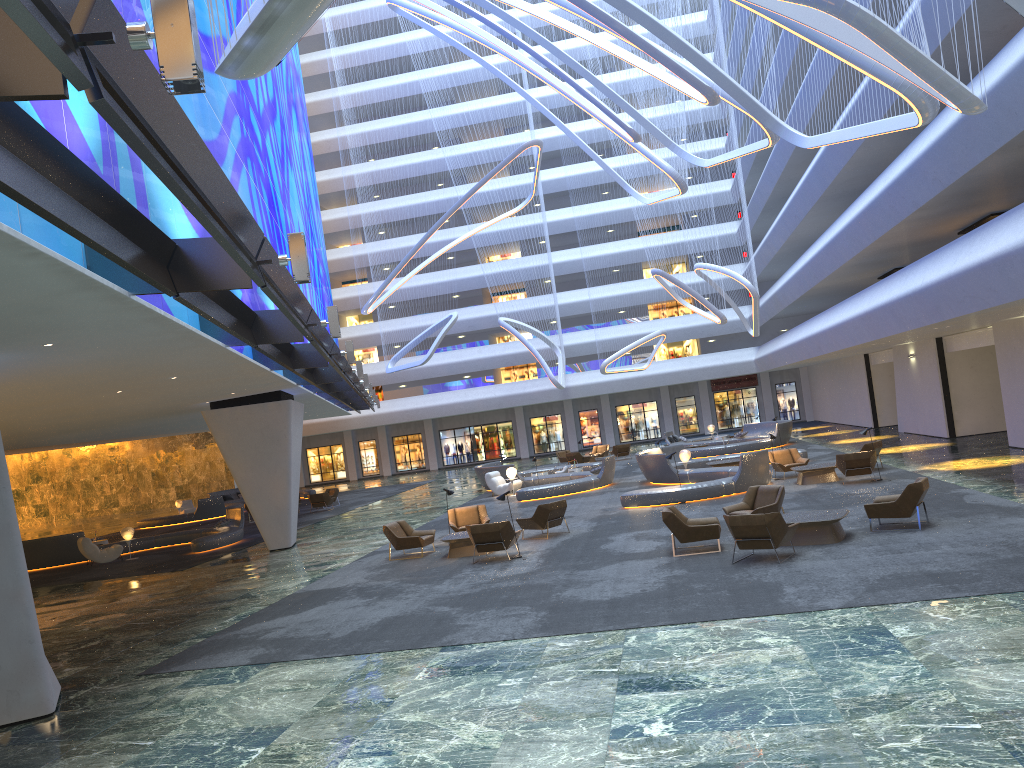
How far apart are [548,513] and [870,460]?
7.9 meters

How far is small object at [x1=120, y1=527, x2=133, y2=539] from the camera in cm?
2669

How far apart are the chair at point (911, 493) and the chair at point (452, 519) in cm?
841

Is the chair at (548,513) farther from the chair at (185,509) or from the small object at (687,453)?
the chair at (185,509)

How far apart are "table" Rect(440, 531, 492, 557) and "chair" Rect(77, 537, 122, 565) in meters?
13.8 m

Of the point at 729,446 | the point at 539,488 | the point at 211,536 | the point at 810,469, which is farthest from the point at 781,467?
the point at 211,536

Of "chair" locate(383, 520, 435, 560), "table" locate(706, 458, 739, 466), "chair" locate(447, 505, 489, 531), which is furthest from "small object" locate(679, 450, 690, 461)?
"chair" locate(383, 520, 435, 560)

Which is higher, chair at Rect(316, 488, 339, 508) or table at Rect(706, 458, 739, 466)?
chair at Rect(316, 488, 339, 508)

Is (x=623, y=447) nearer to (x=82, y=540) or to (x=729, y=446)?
(x=729, y=446)

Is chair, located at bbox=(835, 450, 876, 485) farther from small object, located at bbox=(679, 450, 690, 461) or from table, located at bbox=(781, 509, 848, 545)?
table, located at bbox=(781, 509, 848, 545)
